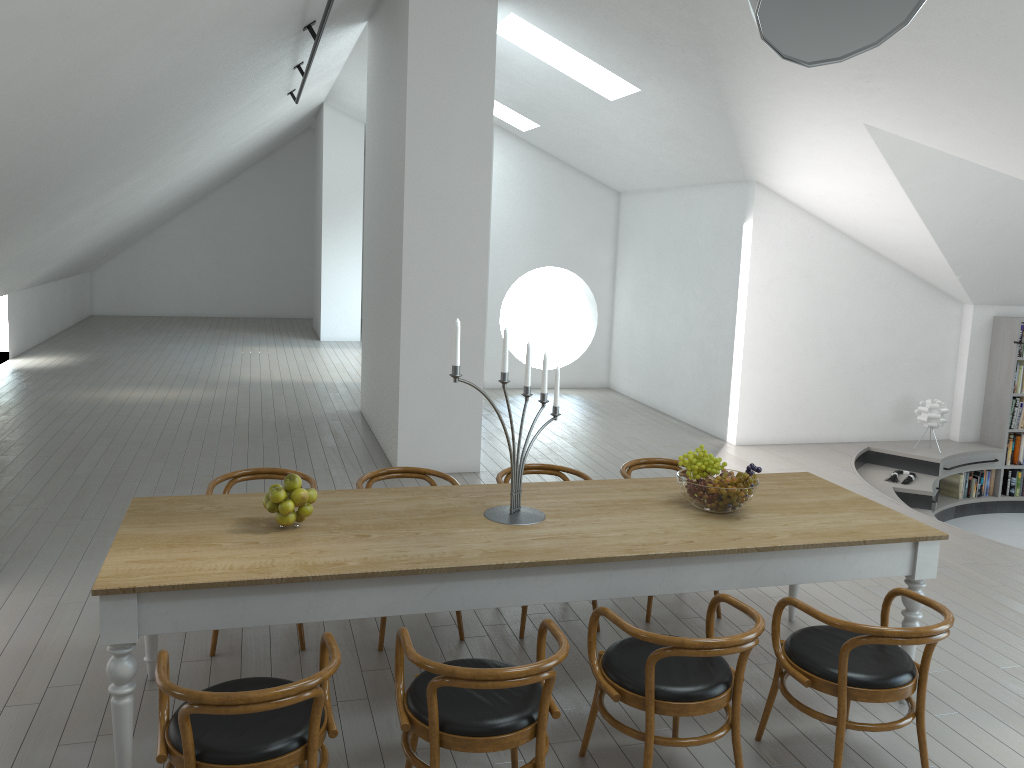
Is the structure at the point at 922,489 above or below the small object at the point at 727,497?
Result: below

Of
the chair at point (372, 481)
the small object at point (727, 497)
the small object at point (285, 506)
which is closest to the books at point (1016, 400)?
the small object at point (727, 497)

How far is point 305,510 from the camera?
3.5m

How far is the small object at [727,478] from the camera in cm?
383

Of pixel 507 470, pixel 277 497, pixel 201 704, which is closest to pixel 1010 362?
pixel 507 470

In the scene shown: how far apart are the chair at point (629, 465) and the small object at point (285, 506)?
2.08m

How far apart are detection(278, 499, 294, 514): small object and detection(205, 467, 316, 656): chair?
A: 1.0 meters

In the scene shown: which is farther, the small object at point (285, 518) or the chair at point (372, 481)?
the chair at point (372, 481)

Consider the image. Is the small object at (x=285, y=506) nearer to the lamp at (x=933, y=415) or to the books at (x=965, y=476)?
the lamp at (x=933, y=415)

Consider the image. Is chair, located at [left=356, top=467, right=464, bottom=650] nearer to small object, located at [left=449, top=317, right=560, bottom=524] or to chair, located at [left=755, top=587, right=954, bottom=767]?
small object, located at [left=449, top=317, right=560, bottom=524]
